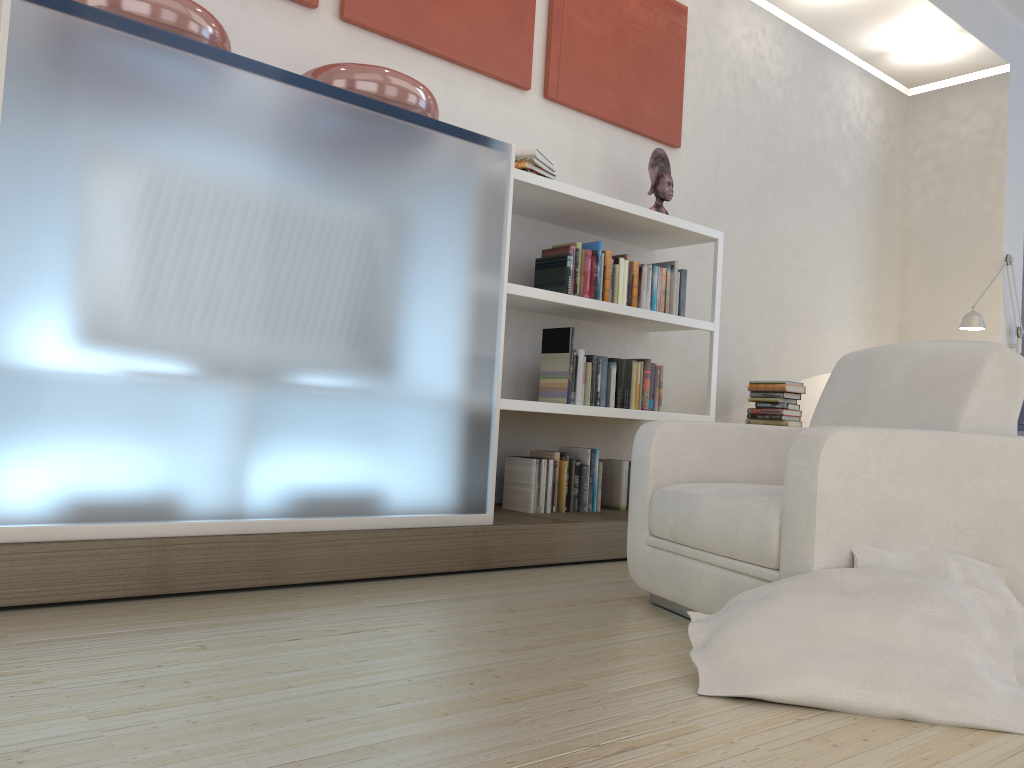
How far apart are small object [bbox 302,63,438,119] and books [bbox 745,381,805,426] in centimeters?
260cm

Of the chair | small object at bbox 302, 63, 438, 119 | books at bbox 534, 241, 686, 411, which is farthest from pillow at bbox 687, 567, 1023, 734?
small object at bbox 302, 63, 438, 119

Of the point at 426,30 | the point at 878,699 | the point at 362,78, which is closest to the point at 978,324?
the point at 426,30

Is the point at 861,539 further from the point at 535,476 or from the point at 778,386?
the point at 778,386

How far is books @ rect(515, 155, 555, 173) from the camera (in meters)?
3.67

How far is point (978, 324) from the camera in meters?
5.6

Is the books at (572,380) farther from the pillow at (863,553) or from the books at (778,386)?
the pillow at (863,553)

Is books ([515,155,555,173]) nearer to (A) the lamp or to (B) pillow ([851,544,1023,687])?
(B) pillow ([851,544,1023,687])

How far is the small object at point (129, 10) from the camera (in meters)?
2.48

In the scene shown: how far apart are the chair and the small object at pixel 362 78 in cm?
136
